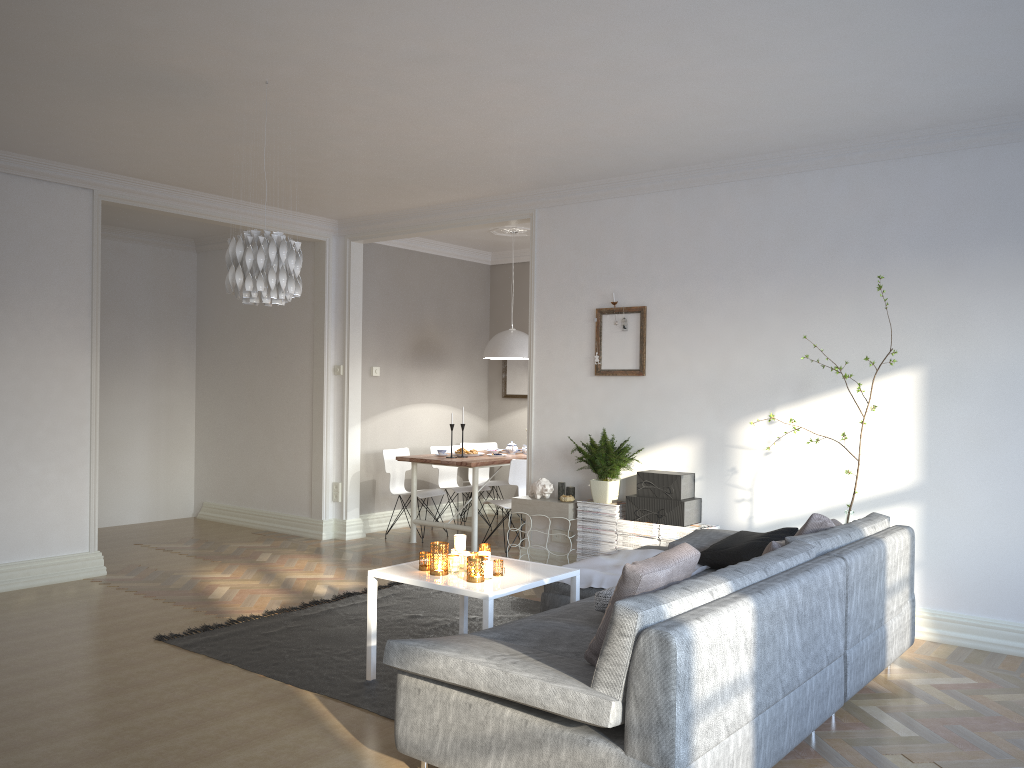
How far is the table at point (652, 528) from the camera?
5.6m

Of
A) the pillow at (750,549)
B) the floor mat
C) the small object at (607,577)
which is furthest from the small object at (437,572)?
the pillow at (750,549)

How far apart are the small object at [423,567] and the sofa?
0.70m

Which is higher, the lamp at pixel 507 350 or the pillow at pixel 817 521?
the lamp at pixel 507 350

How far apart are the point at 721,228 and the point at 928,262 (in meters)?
1.27

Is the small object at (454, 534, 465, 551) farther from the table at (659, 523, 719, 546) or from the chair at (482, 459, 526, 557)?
the chair at (482, 459, 526, 557)

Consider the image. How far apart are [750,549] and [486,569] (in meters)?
1.35

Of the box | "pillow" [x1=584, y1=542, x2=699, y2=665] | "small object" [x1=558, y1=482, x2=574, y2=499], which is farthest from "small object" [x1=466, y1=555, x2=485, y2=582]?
"small object" [x1=558, y1=482, x2=574, y2=499]

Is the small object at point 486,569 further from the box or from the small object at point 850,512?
the small object at point 850,512

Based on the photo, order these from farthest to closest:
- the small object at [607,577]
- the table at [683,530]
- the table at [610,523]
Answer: the table at [610,523] < the table at [683,530] < the small object at [607,577]
